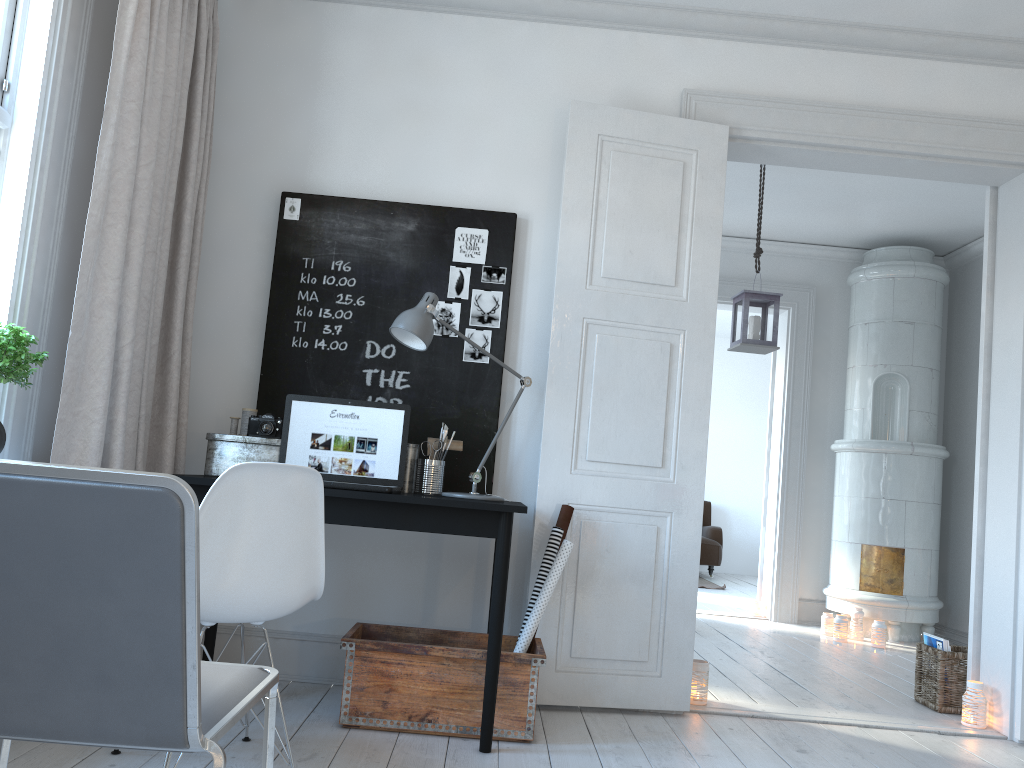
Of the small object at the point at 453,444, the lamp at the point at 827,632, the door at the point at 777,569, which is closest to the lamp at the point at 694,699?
the small object at the point at 453,444

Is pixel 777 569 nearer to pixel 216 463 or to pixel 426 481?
pixel 426 481

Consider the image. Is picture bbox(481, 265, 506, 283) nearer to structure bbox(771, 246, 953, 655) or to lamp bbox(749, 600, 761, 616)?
structure bbox(771, 246, 953, 655)

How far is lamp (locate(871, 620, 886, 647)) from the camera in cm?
558

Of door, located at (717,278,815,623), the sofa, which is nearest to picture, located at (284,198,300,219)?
door, located at (717,278,815,623)

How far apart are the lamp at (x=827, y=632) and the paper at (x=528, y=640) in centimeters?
355cm

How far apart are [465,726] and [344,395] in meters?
1.3 m

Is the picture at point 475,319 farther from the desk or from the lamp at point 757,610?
the lamp at point 757,610

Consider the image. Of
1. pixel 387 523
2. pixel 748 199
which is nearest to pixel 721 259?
pixel 748 199

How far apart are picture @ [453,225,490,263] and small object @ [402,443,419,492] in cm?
79
